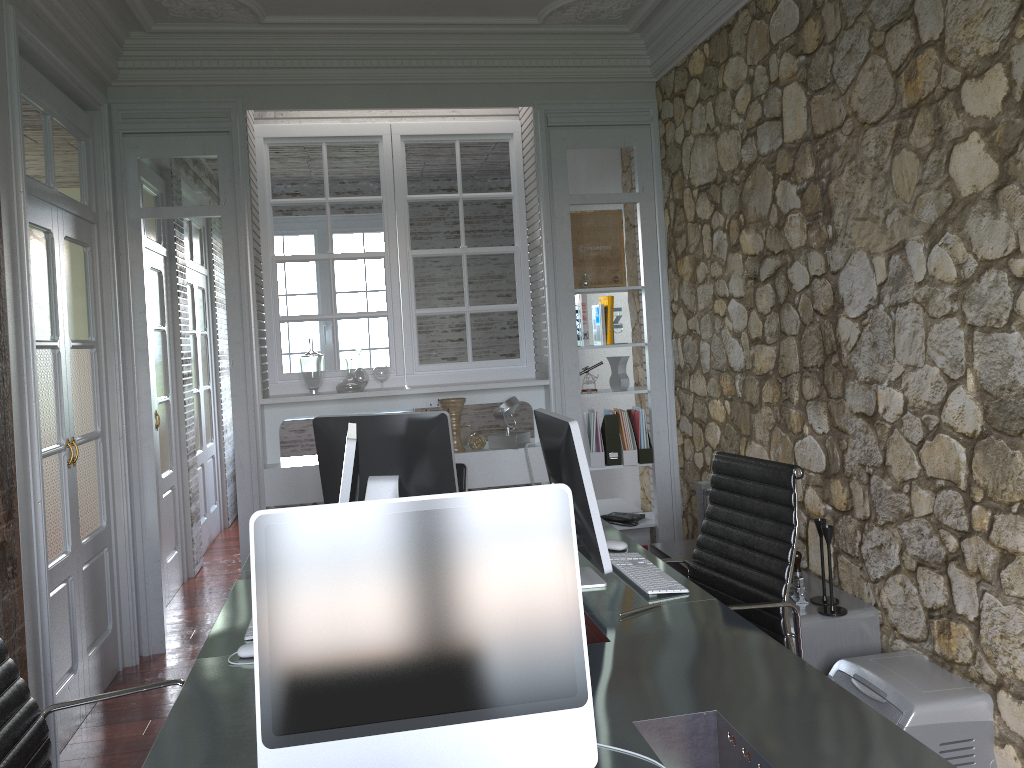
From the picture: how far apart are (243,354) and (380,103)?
1.4m

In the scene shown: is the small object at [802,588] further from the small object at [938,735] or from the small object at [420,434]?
the small object at [420,434]

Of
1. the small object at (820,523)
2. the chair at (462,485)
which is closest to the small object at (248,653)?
the chair at (462,485)

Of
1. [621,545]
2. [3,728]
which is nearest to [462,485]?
[621,545]

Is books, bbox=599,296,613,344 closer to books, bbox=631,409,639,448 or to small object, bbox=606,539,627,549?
books, bbox=631,409,639,448

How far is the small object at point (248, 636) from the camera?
2.2 meters

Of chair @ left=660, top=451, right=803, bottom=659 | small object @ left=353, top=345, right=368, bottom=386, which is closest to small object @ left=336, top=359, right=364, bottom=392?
small object @ left=353, top=345, right=368, bottom=386

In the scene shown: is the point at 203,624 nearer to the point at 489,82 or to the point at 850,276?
the point at 489,82

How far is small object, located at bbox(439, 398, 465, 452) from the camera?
4.6m

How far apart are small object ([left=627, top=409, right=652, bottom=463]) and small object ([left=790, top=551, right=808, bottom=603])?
1.7m
